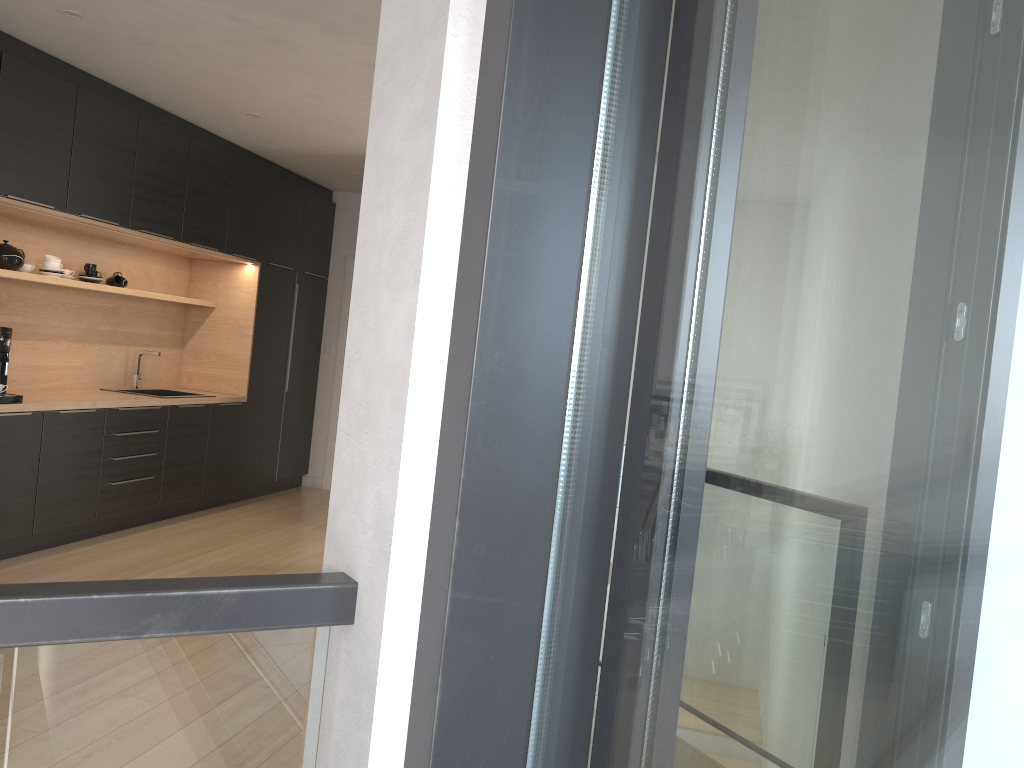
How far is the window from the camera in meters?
0.6

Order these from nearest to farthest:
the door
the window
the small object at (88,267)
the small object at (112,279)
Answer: the window
the small object at (88,267)
the small object at (112,279)
the door

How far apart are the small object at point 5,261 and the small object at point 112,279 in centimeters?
89cm

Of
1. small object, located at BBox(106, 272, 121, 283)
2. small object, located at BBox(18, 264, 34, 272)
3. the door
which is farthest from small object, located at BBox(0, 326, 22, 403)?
the door

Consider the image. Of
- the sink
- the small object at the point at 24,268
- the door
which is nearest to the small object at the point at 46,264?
the small object at the point at 24,268

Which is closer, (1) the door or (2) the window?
(2) the window

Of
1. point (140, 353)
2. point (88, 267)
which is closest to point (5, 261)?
point (88, 267)

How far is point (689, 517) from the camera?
0.8 meters

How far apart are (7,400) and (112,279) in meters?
1.5

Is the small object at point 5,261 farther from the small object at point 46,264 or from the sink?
the sink
